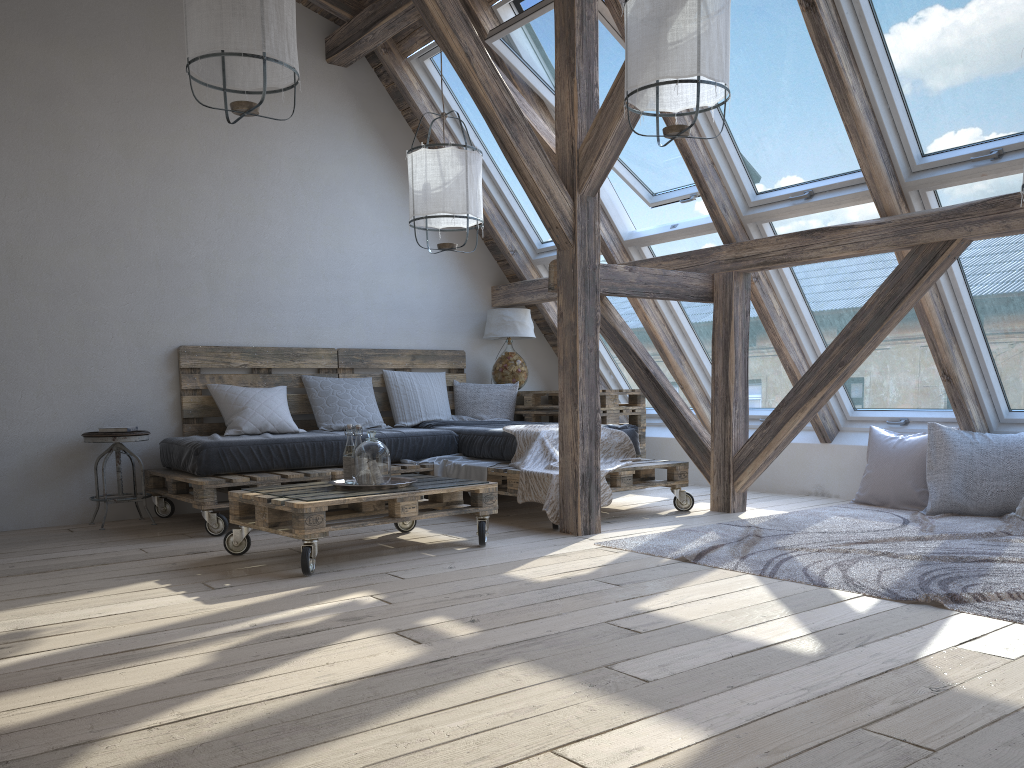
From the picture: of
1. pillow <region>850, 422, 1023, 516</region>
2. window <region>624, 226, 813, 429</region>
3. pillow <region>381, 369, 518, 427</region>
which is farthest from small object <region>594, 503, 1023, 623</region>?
pillow <region>381, 369, 518, 427</region>

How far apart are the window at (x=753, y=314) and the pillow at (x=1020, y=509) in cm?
153

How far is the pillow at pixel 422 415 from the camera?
5.9m

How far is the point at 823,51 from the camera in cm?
389

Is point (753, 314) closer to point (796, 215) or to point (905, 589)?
point (796, 215)

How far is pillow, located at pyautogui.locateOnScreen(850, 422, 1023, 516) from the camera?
4.5 meters

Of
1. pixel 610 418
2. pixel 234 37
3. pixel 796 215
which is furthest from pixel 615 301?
pixel 234 37

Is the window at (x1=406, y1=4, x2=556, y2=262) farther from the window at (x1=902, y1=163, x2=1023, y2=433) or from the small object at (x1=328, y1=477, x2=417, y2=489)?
the small object at (x1=328, y1=477, x2=417, y2=489)

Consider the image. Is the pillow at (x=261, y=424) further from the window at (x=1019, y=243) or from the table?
the window at (x=1019, y=243)

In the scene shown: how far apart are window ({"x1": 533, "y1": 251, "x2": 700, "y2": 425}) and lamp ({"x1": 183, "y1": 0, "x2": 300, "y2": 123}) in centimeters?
303cm
